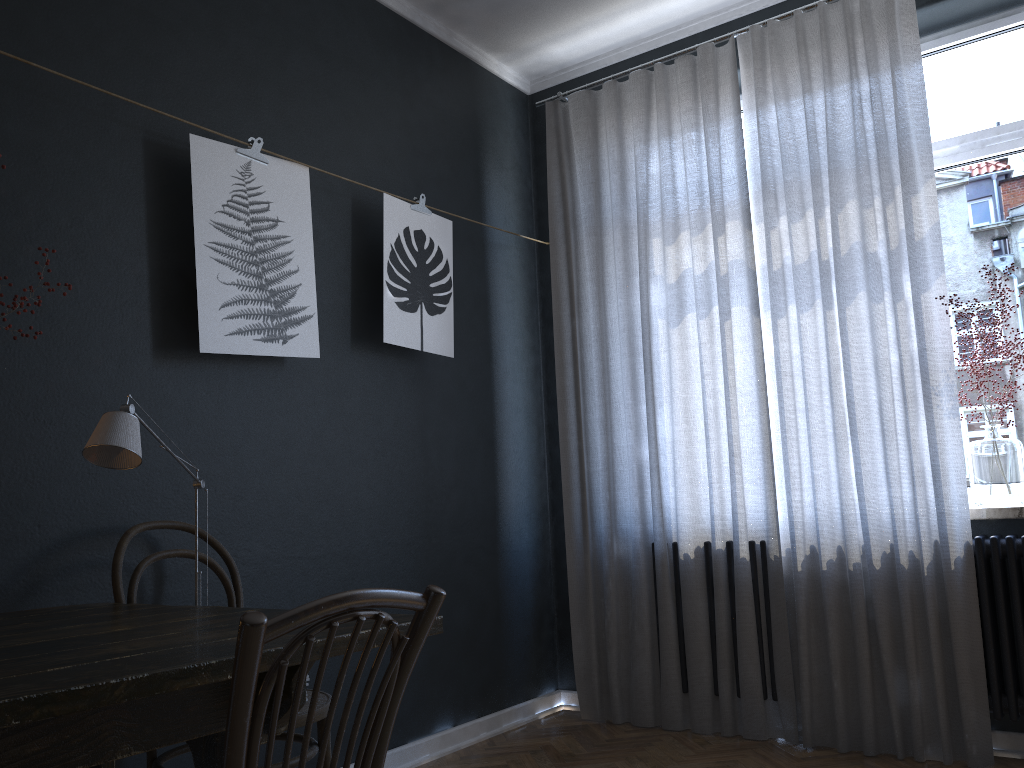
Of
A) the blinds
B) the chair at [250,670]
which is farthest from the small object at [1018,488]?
the chair at [250,670]

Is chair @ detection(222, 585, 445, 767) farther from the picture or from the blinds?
the blinds

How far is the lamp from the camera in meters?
1.8

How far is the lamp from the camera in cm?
182

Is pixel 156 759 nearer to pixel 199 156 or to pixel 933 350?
pixel 199 156

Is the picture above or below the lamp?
above

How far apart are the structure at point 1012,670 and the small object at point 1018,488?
0.13m

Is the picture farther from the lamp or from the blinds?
the blinds

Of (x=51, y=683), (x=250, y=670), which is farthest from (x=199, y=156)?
(x=250, y=670)

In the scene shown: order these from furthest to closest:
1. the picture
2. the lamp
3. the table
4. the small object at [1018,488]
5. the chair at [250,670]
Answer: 1. the small object at [1018,488]
2. the picture
3. the lamp
4. the table
5. the chair at [250,670]
